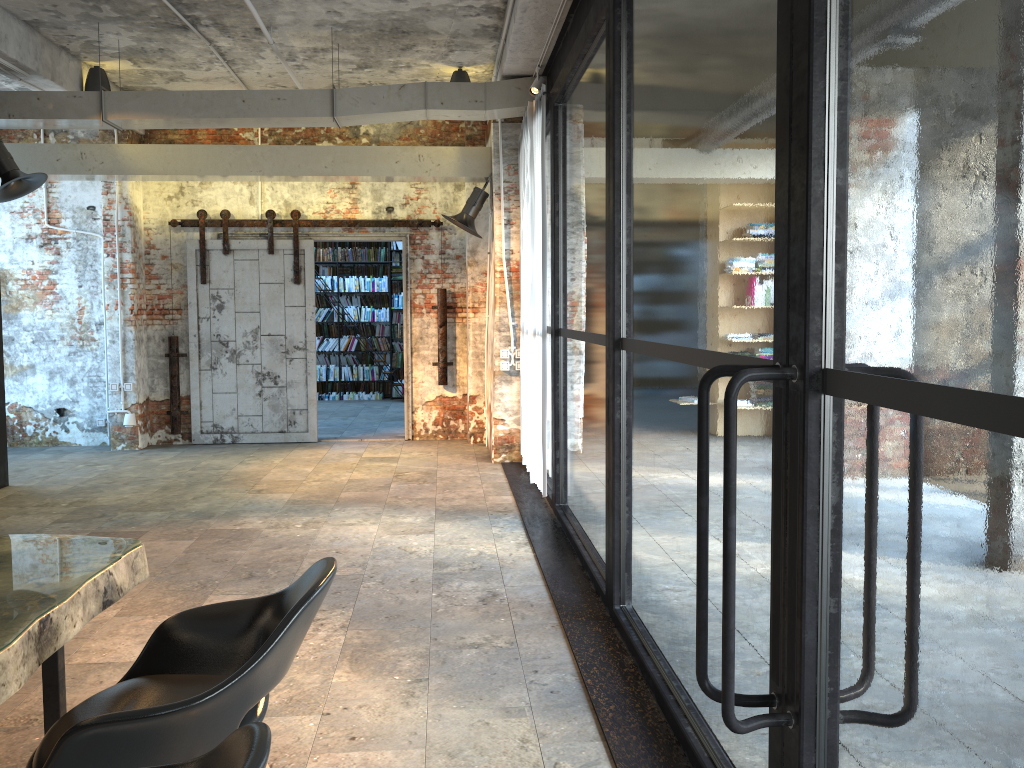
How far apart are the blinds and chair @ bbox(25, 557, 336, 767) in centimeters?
413cm

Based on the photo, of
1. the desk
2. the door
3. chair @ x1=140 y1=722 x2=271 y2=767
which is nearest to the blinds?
the door

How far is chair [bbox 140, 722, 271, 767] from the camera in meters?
1.4

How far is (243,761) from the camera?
1.4m

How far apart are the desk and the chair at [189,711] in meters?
0.1

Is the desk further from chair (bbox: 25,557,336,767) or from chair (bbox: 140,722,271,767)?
chair (bbox: 140,722,271,767)

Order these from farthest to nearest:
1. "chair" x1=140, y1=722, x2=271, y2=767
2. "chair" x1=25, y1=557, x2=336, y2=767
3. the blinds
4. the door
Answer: the door → the blinds → "chair" x1=25, y1=557, x2=336, y2=767 → "chair" x1=140, y1=722, x2=271, y2=767

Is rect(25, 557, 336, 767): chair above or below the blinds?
below

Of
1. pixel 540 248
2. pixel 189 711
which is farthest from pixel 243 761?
pixel 540 248

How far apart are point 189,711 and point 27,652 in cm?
42
